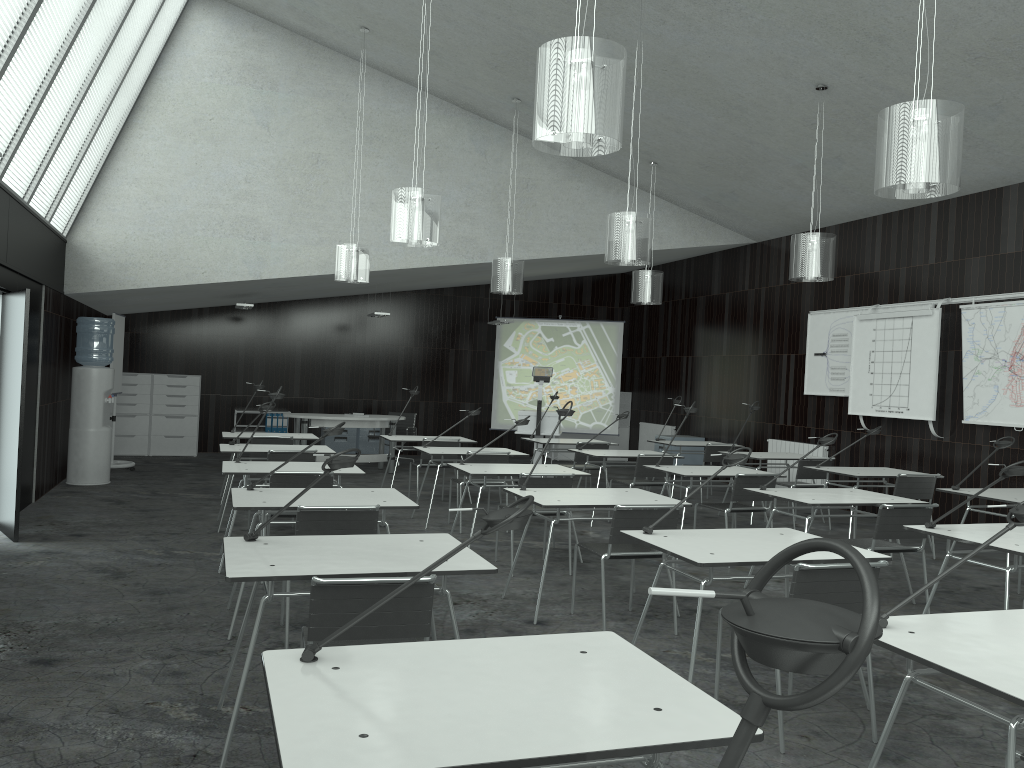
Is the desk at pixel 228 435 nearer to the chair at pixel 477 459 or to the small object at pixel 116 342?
the chair at pixel 477 459

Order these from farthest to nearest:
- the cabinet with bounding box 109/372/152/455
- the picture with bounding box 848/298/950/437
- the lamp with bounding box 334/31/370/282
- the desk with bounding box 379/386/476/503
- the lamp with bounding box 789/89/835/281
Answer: the cabinet with bounding box 109/372/152/455, the desk with bounding box 379/386/476/503, the lamp with bounding box 334/31/370/282, the picture with bounding box 848/298/950/437, the lamp with bounding box 789/89/835/281

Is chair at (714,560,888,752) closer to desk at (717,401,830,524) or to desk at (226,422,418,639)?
desk at (226,422,418,639)

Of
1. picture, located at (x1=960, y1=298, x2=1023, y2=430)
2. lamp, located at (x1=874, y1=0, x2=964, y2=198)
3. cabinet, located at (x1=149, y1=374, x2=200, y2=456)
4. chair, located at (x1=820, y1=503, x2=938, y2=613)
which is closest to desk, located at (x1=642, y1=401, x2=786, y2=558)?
chair, located at (x1=820, y1=503, x2=938, y2=613)

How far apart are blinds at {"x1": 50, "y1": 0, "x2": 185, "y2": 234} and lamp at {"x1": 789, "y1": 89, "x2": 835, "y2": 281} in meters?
6.4 m

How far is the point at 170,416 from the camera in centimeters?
1316cm

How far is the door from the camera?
6.3 meters

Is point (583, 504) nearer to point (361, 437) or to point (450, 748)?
point (450, 748)

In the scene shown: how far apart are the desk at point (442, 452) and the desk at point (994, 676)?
5.2 meters

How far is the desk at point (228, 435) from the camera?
8.54m
